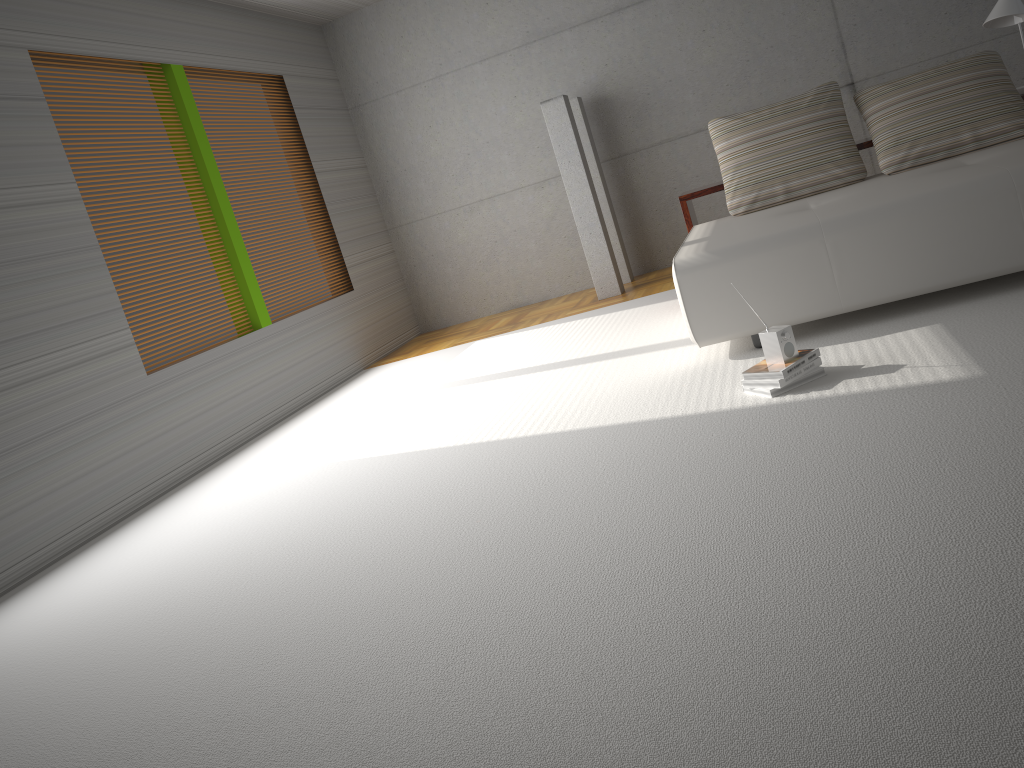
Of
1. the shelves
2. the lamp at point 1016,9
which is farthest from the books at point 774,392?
the lamp at point 1016,9

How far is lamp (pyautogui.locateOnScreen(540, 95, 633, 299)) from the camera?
7.0m

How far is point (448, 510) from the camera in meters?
3.3 m

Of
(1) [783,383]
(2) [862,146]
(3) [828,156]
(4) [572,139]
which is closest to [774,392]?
(1) [783,383]

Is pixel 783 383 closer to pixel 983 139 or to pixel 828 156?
pixel 828 156

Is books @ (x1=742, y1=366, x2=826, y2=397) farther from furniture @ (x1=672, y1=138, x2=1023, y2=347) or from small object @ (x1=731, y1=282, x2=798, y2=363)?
furniture @ (x1=672, y1=138, x2=1023, y2=347)

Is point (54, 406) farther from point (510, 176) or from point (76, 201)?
point (510, 176)

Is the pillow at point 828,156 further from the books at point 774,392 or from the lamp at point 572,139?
the books at point 774,392

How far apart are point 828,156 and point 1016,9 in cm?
130

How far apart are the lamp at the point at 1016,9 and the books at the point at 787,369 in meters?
2.7
